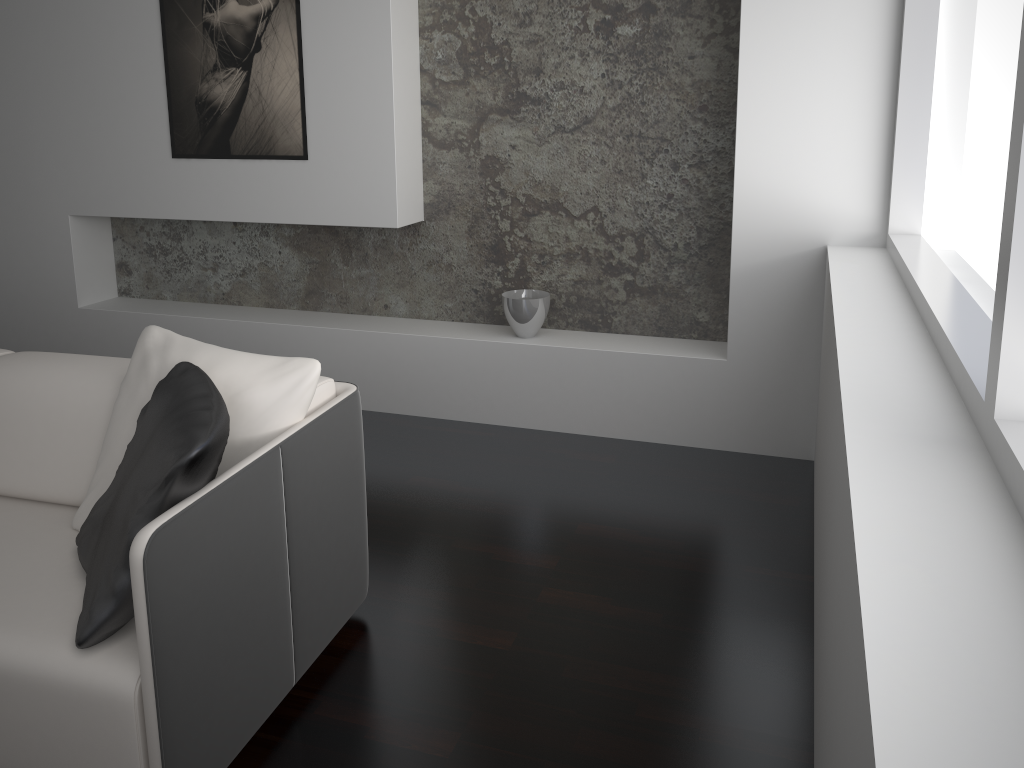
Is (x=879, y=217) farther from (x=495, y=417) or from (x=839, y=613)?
(x=839, y=613)

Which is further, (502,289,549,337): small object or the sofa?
(502,289,549,337): small object

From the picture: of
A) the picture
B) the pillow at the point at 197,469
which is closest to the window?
the pillow at the point at 197,469

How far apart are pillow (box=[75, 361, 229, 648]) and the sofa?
0.0 meters

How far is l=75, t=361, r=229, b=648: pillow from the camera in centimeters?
172cm

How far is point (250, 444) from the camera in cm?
211

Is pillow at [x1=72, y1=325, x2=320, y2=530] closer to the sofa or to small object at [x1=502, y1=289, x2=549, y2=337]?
the sofa

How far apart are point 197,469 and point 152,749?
0.5m

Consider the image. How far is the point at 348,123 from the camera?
3.80m

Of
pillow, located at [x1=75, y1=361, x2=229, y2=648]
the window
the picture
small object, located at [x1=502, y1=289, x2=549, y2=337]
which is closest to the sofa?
pillow, located at [x1=75, y1=361, x2=229, y2=648]
